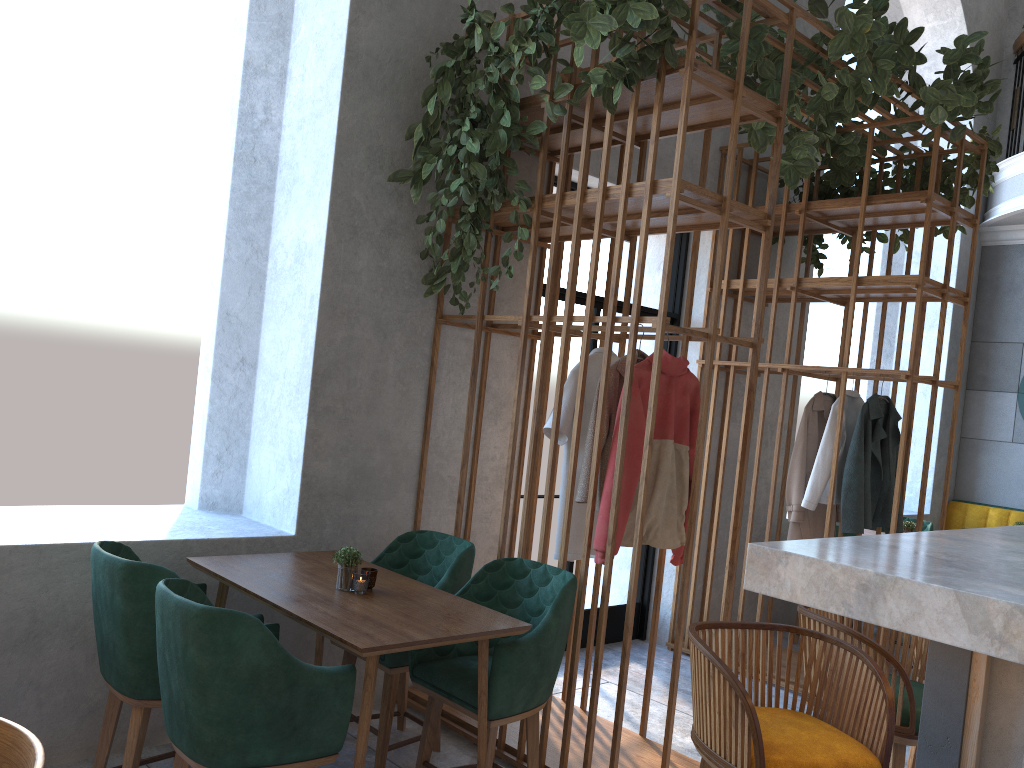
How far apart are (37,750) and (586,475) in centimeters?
226cm

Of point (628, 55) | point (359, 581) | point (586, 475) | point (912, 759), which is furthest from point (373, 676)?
point (628, 55)

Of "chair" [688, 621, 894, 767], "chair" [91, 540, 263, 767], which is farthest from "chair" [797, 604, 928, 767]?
"chair" [91, 540, 263, 767]

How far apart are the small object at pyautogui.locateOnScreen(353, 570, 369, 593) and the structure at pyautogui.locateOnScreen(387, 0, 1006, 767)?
0.8m

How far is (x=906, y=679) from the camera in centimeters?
207cm

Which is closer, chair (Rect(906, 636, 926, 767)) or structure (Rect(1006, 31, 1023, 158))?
chair (Rect(906, 636, 926, 767))

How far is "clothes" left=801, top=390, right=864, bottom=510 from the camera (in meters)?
4.91

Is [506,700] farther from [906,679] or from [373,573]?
[906,679]

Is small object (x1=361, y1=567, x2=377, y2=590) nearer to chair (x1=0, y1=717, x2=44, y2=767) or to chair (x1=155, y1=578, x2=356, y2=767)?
chair (x1=155, y1=578, x2=356, y2=767)

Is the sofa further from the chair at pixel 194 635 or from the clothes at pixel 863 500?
the chair at pixel 194 635
